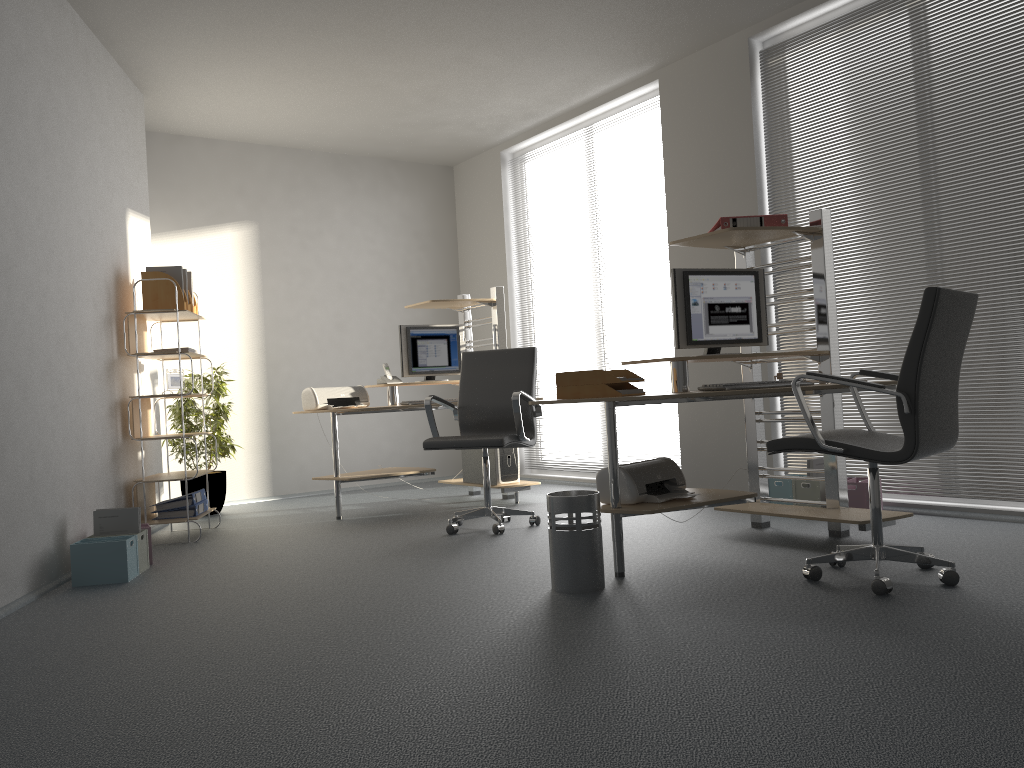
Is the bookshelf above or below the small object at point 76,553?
above

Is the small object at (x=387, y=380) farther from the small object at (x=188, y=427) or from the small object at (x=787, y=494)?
the small object at (x=787, y=494)

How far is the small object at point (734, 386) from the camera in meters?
3.6 m

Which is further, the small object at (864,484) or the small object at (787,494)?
the small object at (787,494)

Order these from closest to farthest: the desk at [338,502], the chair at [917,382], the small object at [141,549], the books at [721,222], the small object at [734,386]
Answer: the chair at [917,382] → the small object at [734,386] → the books at [721,222] → the small object at [141,549] → the desk at [338,502]

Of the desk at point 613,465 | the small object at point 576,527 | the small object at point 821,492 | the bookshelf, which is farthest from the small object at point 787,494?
the bookshelf

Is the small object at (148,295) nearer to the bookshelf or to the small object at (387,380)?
the bookshelf

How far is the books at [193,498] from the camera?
5.4m

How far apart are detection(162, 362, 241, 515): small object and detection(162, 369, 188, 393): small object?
0.9m

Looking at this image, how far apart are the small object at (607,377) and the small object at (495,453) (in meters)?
2.40
